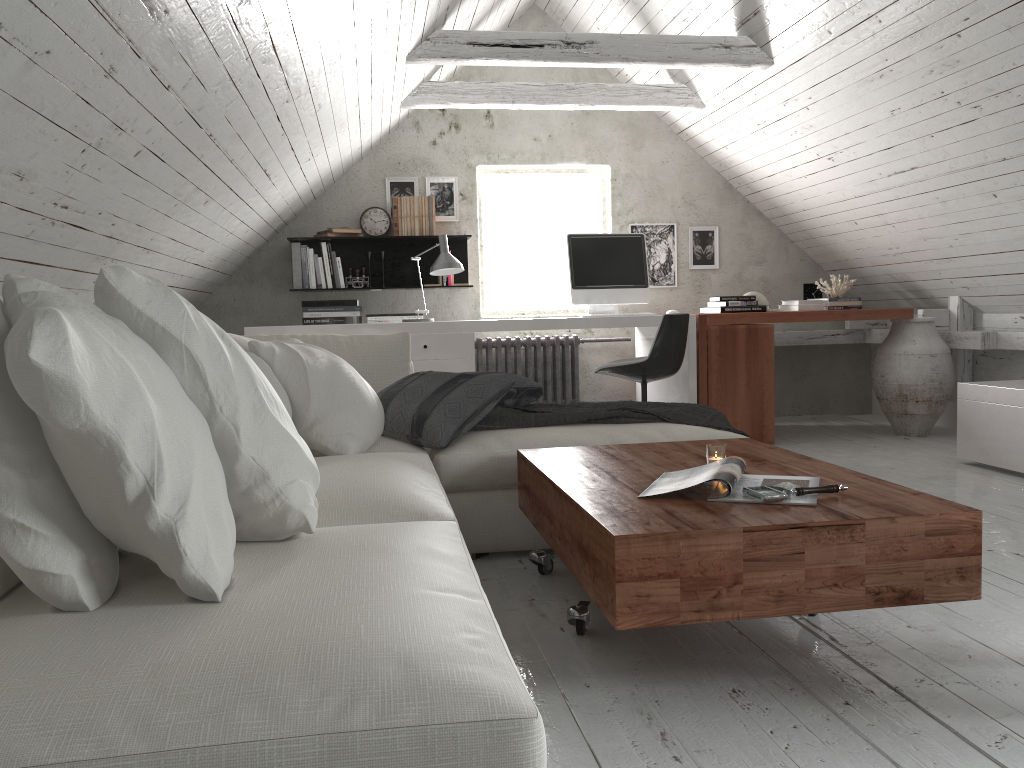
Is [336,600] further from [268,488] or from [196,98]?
[196,98]

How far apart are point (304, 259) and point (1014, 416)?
4.0m

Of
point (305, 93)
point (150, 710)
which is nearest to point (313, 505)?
point (150, 710)

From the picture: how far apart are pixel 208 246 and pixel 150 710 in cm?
380

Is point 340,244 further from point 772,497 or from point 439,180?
point 772,497

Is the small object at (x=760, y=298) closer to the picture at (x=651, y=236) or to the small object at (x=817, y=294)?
the small object at (x=817, y=294)

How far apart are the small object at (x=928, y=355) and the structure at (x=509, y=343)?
1.9 meters

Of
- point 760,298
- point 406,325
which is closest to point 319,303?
point 406,325

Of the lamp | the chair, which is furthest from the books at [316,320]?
the chair

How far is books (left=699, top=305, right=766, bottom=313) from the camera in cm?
530
